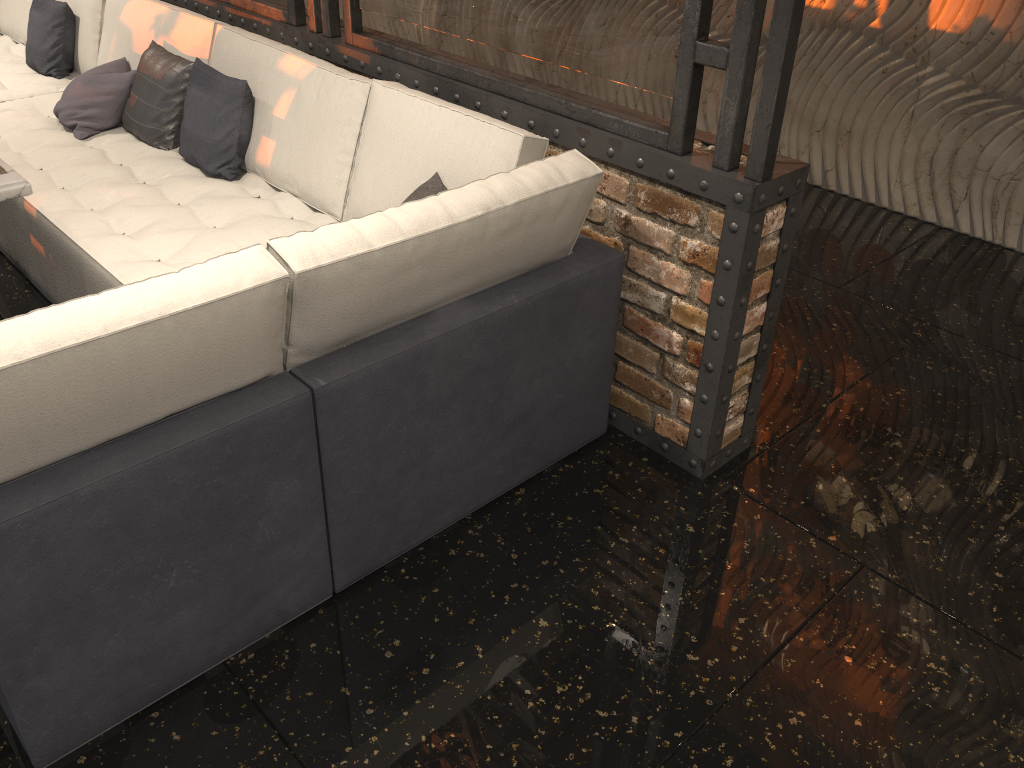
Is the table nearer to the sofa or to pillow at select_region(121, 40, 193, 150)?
the sofa

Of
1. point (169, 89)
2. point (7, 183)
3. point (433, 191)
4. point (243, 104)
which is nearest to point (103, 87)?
point (169, 89)

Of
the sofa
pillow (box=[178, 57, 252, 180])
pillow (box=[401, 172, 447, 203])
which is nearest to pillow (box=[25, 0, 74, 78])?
the sofa

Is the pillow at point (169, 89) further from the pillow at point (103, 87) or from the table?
the table

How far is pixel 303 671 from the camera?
2.1 meters

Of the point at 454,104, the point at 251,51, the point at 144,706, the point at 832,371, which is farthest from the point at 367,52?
the point at 144,706

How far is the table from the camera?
2.5m

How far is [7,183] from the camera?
2.5 meters

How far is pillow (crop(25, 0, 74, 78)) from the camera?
4.4 meters

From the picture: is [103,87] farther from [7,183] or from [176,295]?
[176,295]
